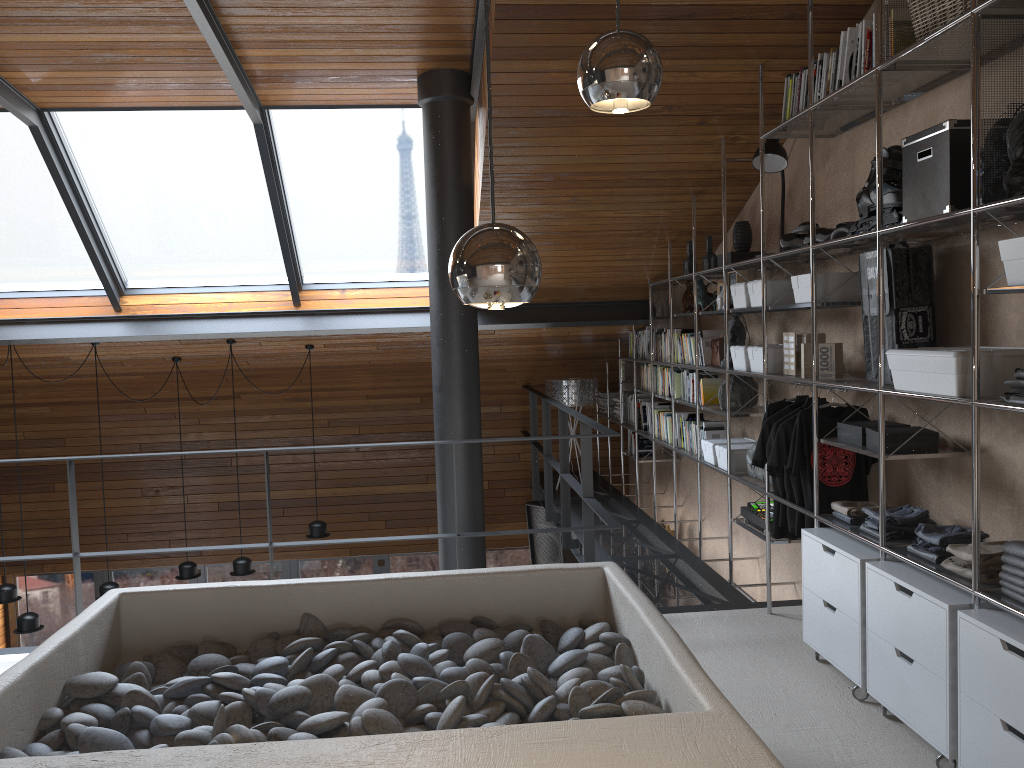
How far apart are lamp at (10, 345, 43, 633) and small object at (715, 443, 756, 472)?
5.25m

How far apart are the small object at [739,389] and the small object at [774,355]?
0.5m

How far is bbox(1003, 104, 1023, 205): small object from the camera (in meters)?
2.57

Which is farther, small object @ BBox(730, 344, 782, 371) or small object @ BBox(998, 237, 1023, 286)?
small object @ BBox(730, 344, 782, 371)

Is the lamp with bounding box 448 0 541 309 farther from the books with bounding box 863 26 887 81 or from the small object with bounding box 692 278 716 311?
the small object with bounding box 692 278 716 311

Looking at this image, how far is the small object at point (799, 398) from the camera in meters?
4.2

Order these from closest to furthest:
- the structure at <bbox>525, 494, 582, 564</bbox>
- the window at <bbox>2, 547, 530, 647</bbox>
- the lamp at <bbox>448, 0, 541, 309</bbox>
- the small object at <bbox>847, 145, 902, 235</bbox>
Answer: the lamp at <bbox>448, 0, 541, 309</bbox> → the small object at <bbox>847, 145, 902, 235</bbox> → the structure at <bbox>525, 494, 582, 564</bbox> → the window at <bbox>2, 547, 530, 647</bbox>

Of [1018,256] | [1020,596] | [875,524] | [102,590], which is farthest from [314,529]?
[1018,256]

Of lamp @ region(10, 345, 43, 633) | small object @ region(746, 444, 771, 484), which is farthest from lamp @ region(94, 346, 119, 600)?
small object @ region(746, 444, 771, 484)

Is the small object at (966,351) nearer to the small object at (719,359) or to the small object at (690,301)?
the small object at (719,359)
